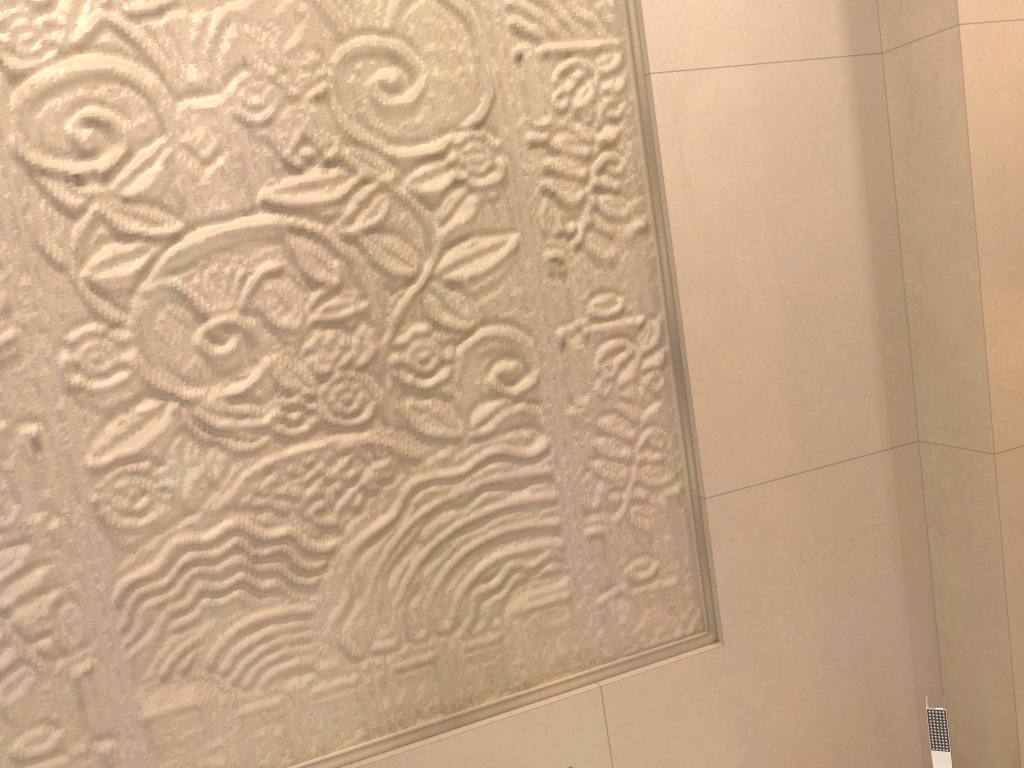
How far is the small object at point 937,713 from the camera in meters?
1.3 m

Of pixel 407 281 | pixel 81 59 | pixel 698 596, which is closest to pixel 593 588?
pixel 698 596

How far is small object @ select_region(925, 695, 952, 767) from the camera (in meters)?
1.29
